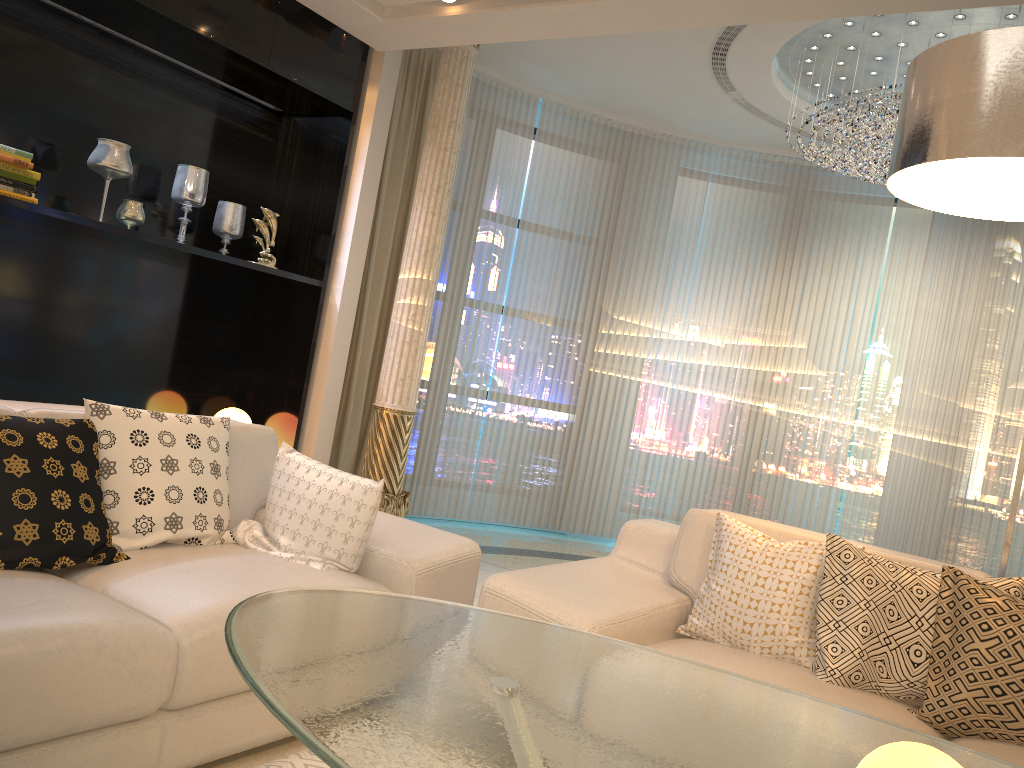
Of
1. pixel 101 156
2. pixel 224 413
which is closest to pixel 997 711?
pixel 224 413

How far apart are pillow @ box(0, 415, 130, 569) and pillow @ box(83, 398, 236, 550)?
0.0m

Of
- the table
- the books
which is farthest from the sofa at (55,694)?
the books

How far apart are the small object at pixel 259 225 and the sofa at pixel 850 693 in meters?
2.4

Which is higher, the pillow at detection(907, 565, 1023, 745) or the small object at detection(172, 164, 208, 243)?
the small object at detection(172, 164, 208, 243)

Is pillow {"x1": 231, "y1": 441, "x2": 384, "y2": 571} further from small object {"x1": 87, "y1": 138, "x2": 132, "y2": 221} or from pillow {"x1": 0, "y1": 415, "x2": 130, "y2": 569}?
small object {"x1": 87, "y1": 138, "x2": 132, "y2": 221}

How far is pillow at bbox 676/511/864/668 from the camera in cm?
248

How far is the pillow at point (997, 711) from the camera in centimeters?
214cm

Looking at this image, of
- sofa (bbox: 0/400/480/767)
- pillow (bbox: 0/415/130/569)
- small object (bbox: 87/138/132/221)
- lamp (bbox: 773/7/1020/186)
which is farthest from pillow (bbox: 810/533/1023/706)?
small object (bbox: 87/138/132/221)

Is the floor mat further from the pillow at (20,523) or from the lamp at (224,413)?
the lamp at (224,413)
